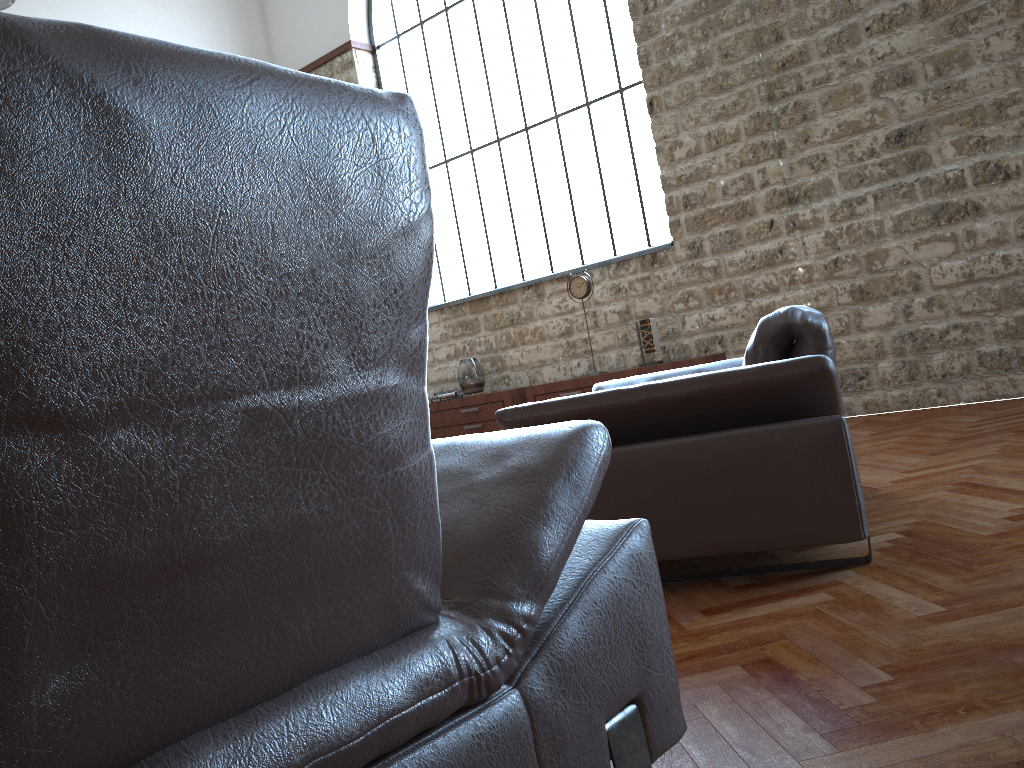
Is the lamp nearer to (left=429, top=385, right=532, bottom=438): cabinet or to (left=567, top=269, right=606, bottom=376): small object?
(left=429, top=385, right=532, bottom=438): cabinet

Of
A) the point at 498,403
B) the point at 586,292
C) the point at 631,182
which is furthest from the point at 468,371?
the point at 631,182

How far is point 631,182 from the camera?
7.5 meters

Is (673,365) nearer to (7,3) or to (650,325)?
(650,325)

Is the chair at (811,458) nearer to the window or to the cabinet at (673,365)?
the cabinet at (673,365)

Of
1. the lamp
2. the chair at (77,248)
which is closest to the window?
the lamp

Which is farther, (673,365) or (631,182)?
(631,182)

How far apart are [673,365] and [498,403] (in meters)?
1.76

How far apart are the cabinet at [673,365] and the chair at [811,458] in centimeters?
284cm

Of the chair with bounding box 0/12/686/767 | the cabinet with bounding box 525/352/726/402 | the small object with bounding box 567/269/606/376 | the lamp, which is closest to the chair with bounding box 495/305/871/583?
the chair with bounding box 0/12/686/767
